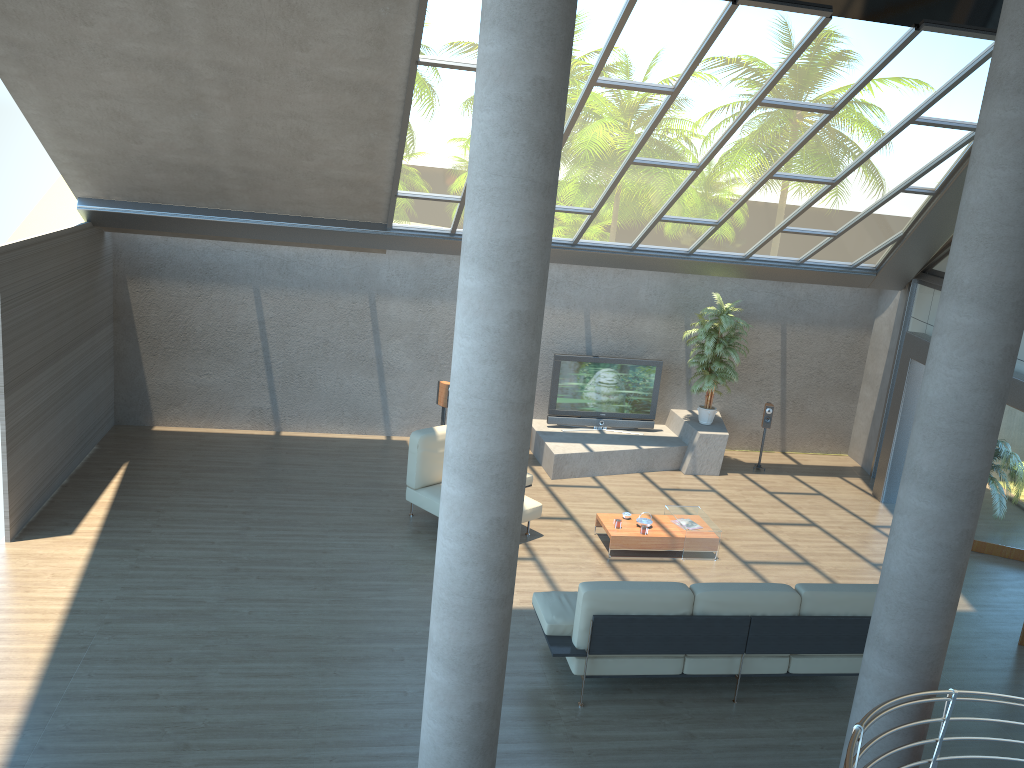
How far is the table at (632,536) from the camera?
9.3m

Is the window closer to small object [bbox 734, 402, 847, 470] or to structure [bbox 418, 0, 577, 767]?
small object [bbox 734, 402, 847, 470]

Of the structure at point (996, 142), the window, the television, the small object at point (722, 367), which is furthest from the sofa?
the television

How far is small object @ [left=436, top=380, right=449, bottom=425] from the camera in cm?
1190

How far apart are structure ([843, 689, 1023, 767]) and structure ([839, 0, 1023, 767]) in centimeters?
9cm

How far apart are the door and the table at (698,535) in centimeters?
343cm

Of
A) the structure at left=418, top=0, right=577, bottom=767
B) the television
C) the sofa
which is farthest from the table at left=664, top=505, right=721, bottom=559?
the structure at left=418, top=0, right=577, bottom=767

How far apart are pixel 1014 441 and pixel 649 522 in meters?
4.4

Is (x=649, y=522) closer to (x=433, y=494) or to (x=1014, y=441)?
(x=433, y=494)

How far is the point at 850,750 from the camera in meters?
2.6 m
